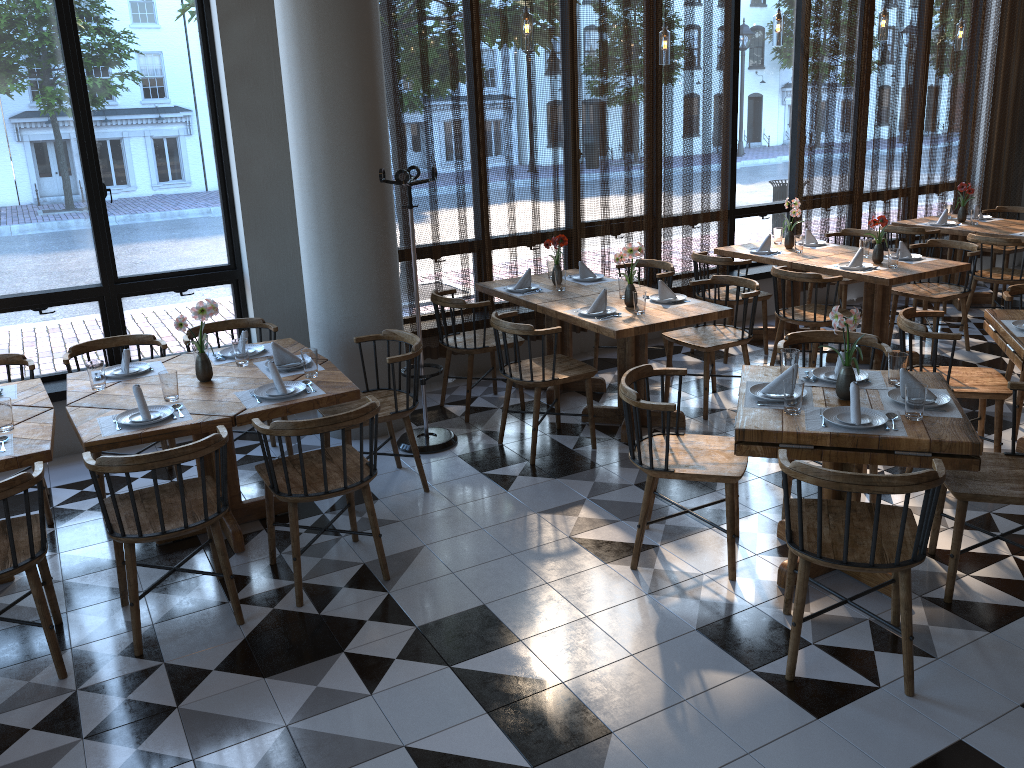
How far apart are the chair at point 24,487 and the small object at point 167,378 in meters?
0.7

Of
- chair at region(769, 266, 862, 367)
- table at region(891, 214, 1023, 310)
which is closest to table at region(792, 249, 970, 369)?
chair at region(769, 266, 862, 367)

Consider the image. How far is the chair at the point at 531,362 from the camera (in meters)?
4.90

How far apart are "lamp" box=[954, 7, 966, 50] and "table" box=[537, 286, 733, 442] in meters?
4.1 m

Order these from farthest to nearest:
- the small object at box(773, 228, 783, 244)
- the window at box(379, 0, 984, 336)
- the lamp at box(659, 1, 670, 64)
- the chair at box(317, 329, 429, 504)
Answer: the window at box(379, 0, 984, 336)
the small object at box(773, 228, 783, 244)
the lamp at box(659, 1, 670, 64)
the chair at box(317, 329, 429, 504)

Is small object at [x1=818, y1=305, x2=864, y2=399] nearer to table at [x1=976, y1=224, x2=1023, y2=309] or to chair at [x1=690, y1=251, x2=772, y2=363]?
chair at [x1=690, y1=251, x2=772, y2=363]

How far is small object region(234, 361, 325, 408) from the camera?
3.9m

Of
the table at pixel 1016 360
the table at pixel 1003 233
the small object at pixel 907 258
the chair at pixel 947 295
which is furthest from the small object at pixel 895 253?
the table at pixel 1003 233

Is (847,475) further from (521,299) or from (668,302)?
(521,299)

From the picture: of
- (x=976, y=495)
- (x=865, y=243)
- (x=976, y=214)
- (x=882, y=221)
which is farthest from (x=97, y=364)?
(x=976, y=214)
